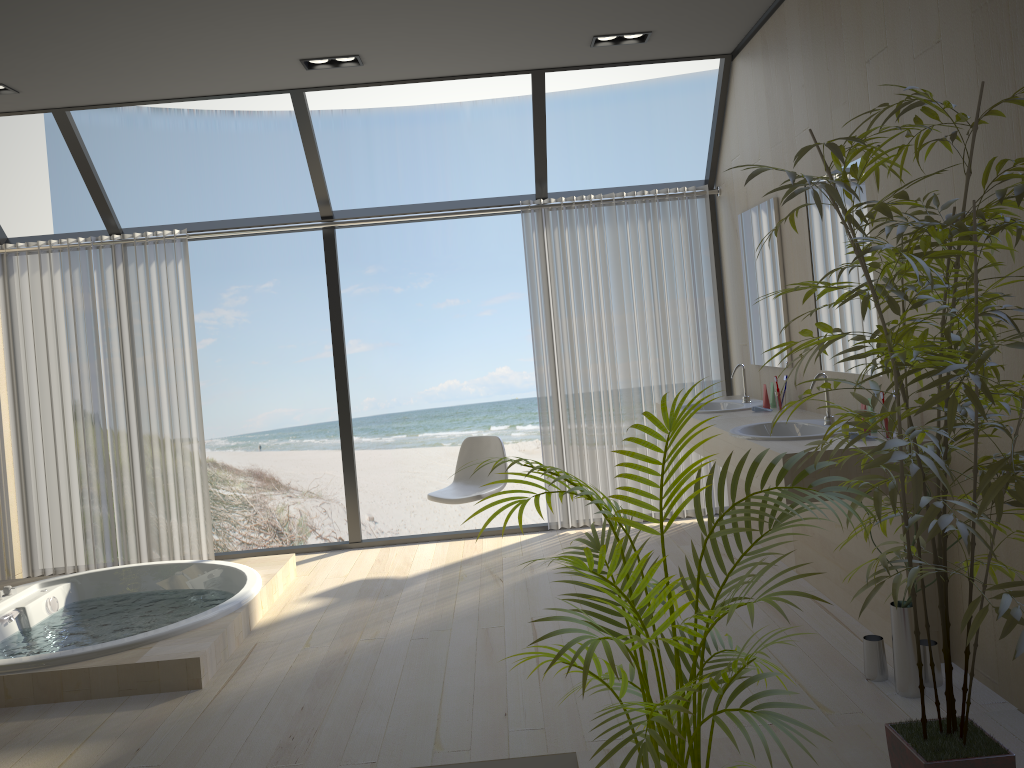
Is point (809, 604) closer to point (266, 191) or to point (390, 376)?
point (390, 376)

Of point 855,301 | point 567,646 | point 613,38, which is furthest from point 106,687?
point 613,38

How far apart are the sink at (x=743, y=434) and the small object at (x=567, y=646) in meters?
1.3 m

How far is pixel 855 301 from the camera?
3.6 meters

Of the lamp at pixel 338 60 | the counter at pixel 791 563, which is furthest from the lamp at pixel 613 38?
the counter at pixel 791 563

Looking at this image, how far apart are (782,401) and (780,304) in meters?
0.5

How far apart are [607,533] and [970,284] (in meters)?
1.00

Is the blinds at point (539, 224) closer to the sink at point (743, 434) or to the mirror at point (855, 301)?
the mirror at point (855, 301)

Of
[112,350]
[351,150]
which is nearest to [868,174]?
[112,350]

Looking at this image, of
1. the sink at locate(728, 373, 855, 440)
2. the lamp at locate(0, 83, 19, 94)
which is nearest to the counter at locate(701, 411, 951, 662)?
the sink at locate(728, 373, 855, 440)
